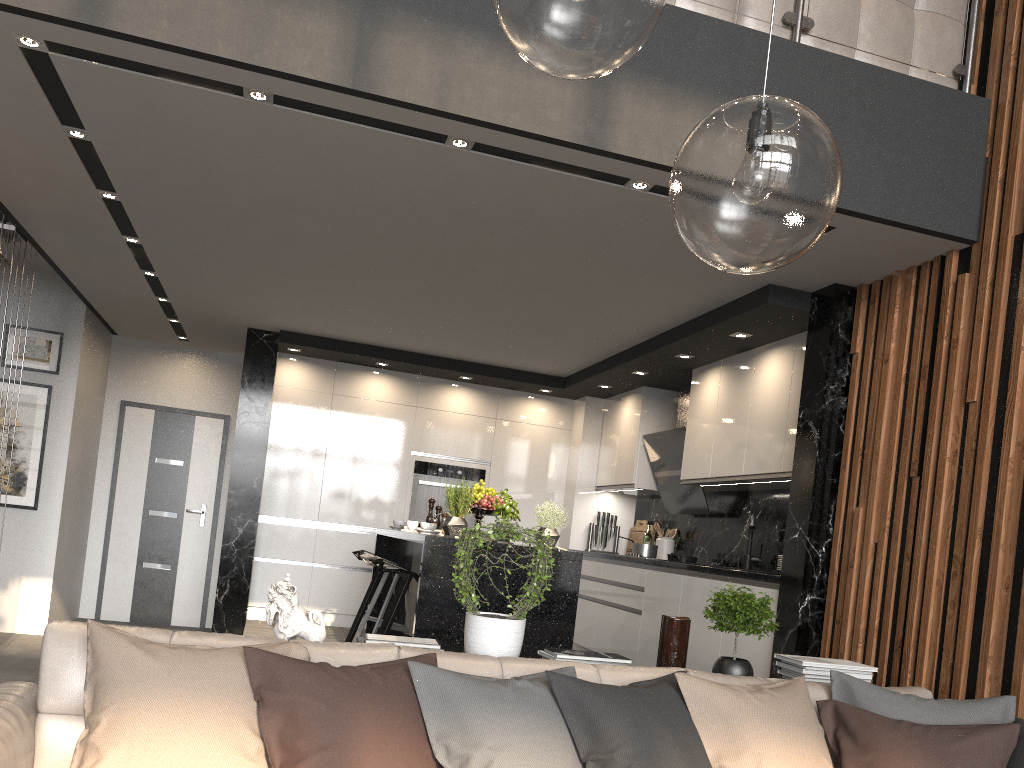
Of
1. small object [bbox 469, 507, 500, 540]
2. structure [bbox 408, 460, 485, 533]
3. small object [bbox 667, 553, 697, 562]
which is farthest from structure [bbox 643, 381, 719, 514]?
small object [bbox 469, 507, 500, 540]

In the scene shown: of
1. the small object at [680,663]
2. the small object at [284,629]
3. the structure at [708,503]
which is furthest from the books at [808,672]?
the structure at [708,503]

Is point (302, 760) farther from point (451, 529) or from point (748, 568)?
point (748, 568)

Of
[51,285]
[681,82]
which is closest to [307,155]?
[681,82]

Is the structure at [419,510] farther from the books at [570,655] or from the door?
the books at [570,655]

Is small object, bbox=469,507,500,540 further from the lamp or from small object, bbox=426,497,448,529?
the lamp

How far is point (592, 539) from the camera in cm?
778

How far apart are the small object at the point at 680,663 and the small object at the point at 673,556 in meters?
3.2 m

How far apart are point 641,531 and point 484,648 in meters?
4.9 m

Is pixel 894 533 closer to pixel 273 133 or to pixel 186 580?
pixel 273 133
